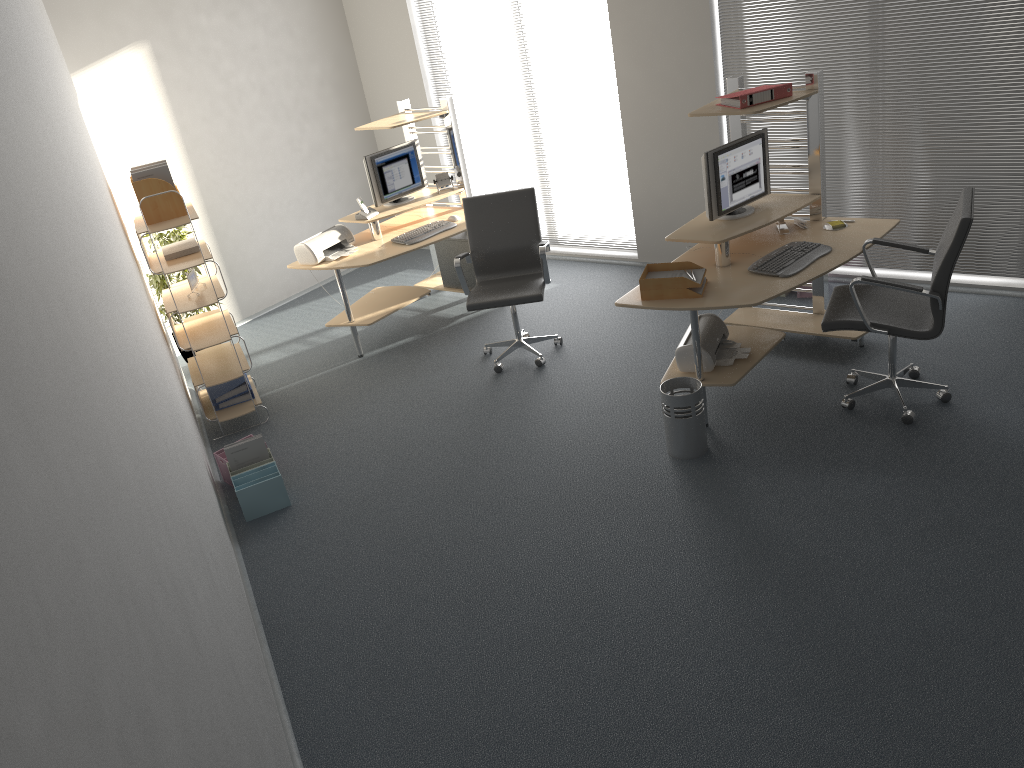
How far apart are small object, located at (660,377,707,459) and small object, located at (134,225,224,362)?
3.86m

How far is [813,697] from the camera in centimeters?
303cm

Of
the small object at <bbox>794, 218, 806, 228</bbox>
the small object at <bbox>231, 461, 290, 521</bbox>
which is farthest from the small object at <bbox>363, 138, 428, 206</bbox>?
the small object at <bbox>794, 218, 806, 228</bbox>

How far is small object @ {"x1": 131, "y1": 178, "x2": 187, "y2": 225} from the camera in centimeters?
518cm

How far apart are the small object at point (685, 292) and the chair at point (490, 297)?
1.1 meters

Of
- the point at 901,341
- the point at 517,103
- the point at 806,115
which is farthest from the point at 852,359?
the point at 517,103

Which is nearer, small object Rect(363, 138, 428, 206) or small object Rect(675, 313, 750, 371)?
small object Rect(675, 313, 750, 371)

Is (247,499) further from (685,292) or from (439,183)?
(439,183)

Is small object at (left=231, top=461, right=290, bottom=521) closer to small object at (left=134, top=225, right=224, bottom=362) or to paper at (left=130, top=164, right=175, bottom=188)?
paper at (left=130, top=164, right=175, bottom=188)

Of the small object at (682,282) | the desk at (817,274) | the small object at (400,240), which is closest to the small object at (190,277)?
the small object at (400,240)
